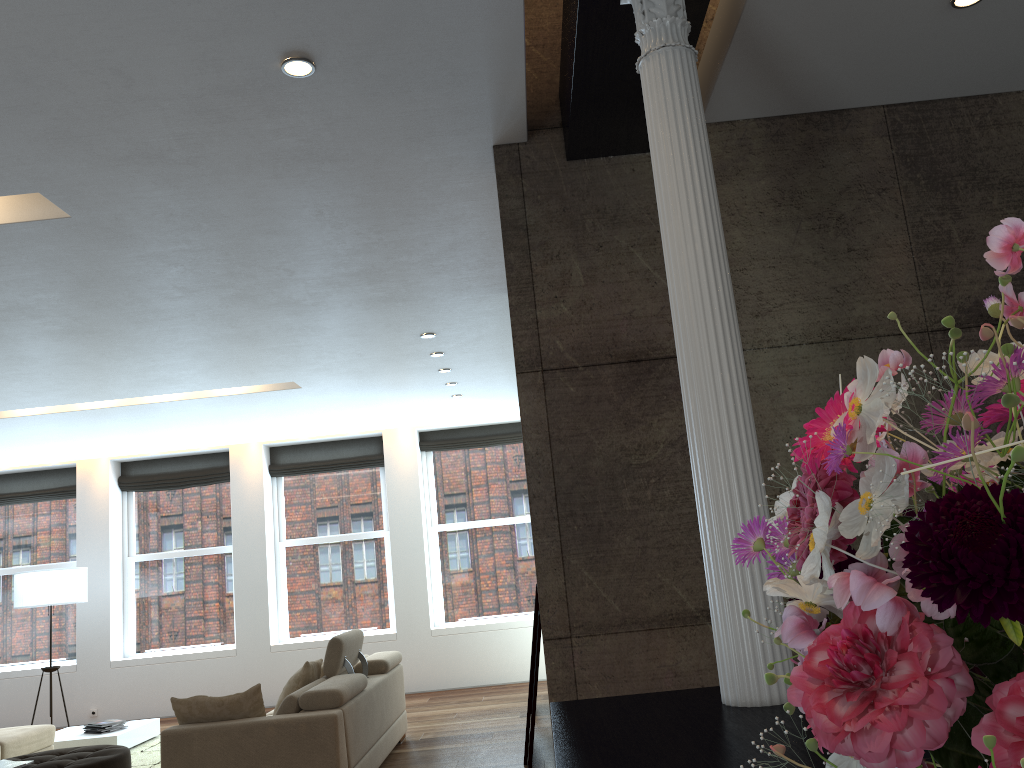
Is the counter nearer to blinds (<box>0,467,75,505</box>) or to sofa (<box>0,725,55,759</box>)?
sofa (<box>0,725,55,759</box>)

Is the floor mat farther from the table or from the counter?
the counter

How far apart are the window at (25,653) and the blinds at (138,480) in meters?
0.7

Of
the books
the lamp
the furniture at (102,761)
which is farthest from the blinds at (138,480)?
the books

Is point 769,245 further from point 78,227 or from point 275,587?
point 275,587

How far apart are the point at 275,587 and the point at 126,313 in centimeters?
597cm

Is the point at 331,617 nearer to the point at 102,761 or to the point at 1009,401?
the point at 102,761

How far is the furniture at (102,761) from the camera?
5.6 meters

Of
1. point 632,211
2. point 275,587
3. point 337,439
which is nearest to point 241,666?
point 275,587

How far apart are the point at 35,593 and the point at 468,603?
4.61m
